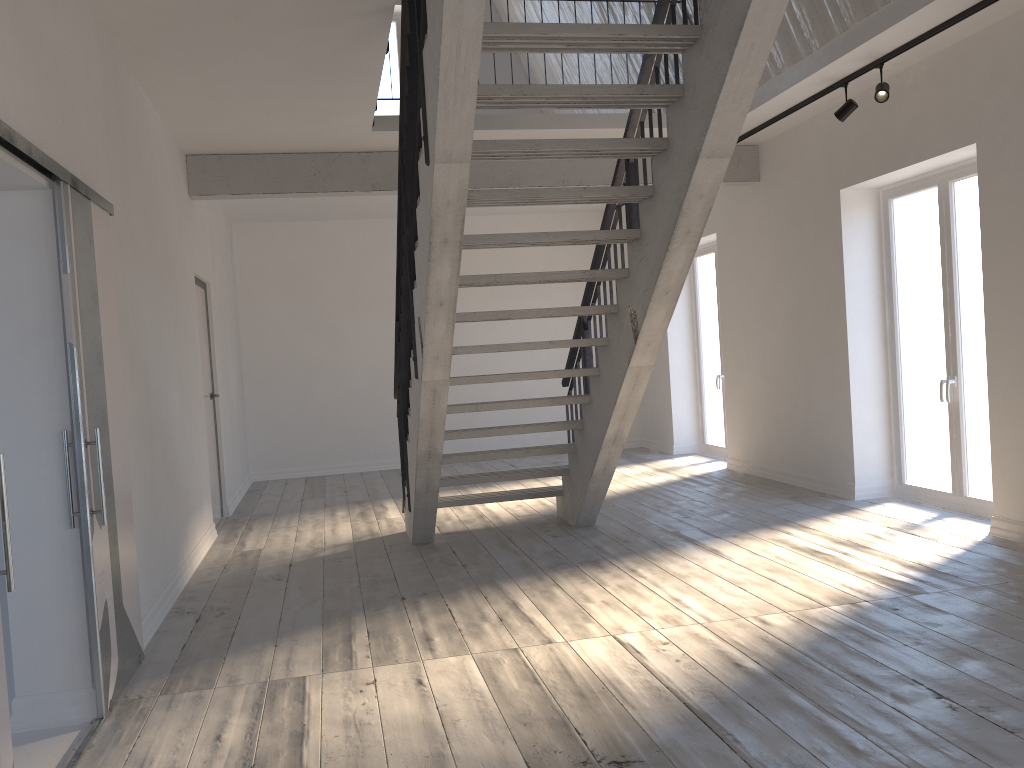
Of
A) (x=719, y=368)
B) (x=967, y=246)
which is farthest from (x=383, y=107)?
(x=967, y=246)

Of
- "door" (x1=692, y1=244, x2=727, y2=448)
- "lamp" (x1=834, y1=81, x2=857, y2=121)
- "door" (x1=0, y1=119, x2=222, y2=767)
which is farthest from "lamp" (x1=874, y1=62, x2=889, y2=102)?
"door" (x1=0, y1=119, x2=222, y2=767)

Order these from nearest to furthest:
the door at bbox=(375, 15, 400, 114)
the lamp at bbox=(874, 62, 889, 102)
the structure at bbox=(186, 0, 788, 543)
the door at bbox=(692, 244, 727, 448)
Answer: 1. the structure at bbox=(186, 0, 788, 543)
2. the lamp at bbox=(874, 62, 889, 102)
3. the door at bbox=(692, 244, 727, 448)
4. the door at bbox=(375, 15, 400, 114)

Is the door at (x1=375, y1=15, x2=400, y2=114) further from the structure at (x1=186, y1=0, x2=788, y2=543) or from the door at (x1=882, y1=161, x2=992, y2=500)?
the door at (x1=882, y1=161, x2=992, y2=500)

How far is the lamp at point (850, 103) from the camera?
5.9 meters

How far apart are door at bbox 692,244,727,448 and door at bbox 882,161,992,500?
2.9 meters

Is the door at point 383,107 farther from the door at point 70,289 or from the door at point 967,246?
the door at point 967,246

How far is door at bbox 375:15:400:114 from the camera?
10.72m

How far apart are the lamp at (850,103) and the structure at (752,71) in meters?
1.8

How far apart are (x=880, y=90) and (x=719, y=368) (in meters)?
4.50
